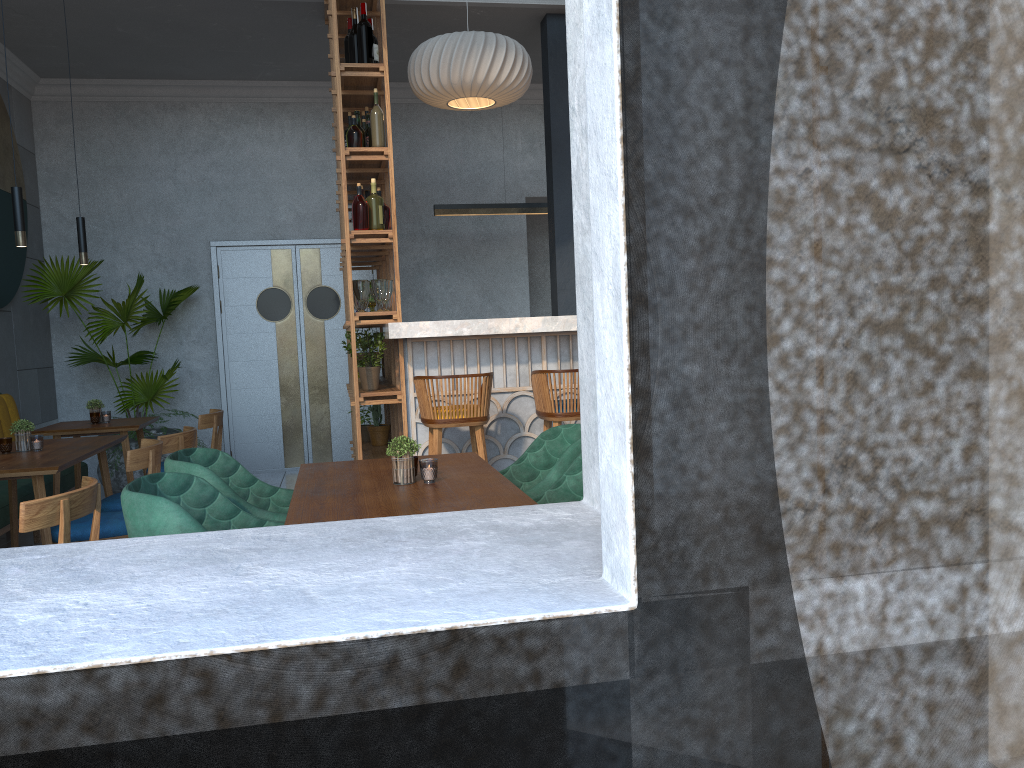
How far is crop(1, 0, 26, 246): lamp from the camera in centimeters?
429cm

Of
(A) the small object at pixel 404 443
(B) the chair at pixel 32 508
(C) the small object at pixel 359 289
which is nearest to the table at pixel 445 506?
(A) the small object at pixel 404 443

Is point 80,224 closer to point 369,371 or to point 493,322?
point 369,371

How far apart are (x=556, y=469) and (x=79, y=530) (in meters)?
2.12

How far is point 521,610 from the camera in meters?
1.3

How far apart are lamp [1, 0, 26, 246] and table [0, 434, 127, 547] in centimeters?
98cm

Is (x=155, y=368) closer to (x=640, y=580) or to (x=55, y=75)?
(x=55, y=75)

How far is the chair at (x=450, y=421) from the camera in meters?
4.3

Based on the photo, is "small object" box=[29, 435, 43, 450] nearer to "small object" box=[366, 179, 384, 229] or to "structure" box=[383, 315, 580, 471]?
"structure" box=[383, 315, 580, 471]

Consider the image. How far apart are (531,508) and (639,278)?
0.7 meters
